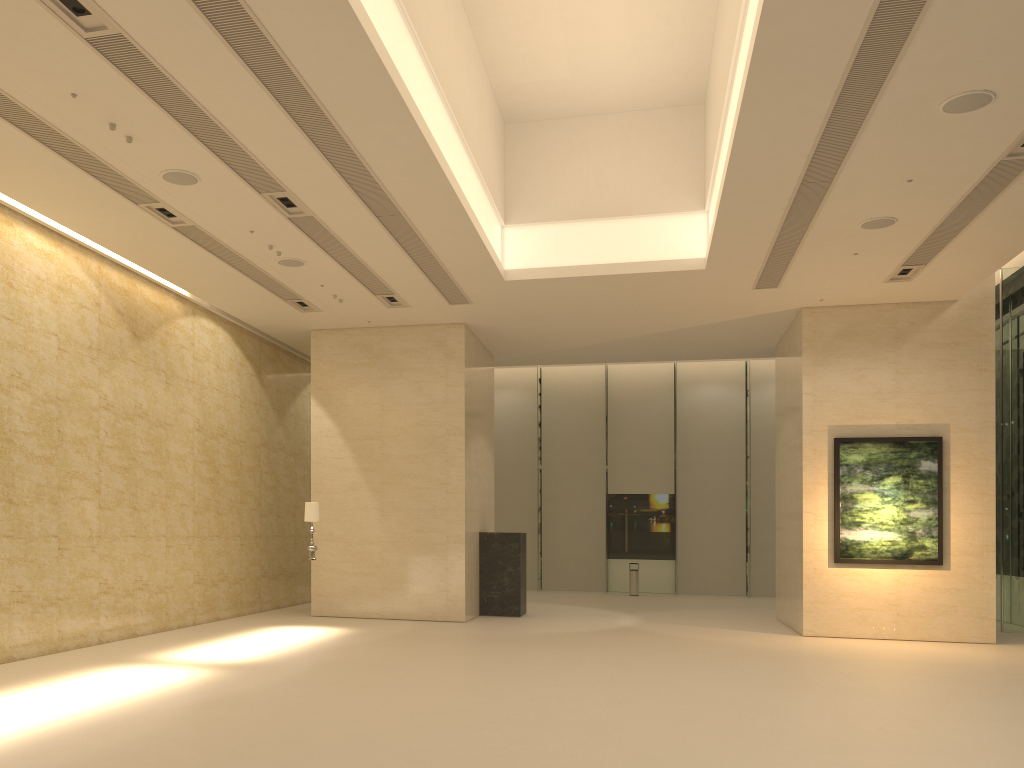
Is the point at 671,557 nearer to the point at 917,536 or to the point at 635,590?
the point at 635,590

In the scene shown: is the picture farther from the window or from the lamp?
the window

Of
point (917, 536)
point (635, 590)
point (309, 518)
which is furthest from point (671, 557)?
point (309, 518)

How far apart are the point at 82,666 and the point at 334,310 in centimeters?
798cm

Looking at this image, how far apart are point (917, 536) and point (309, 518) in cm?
1073

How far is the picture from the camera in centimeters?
1558cm

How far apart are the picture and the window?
11.4m

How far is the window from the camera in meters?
26.9 m

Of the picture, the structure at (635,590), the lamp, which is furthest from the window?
the lamp

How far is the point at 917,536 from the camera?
15.58m
